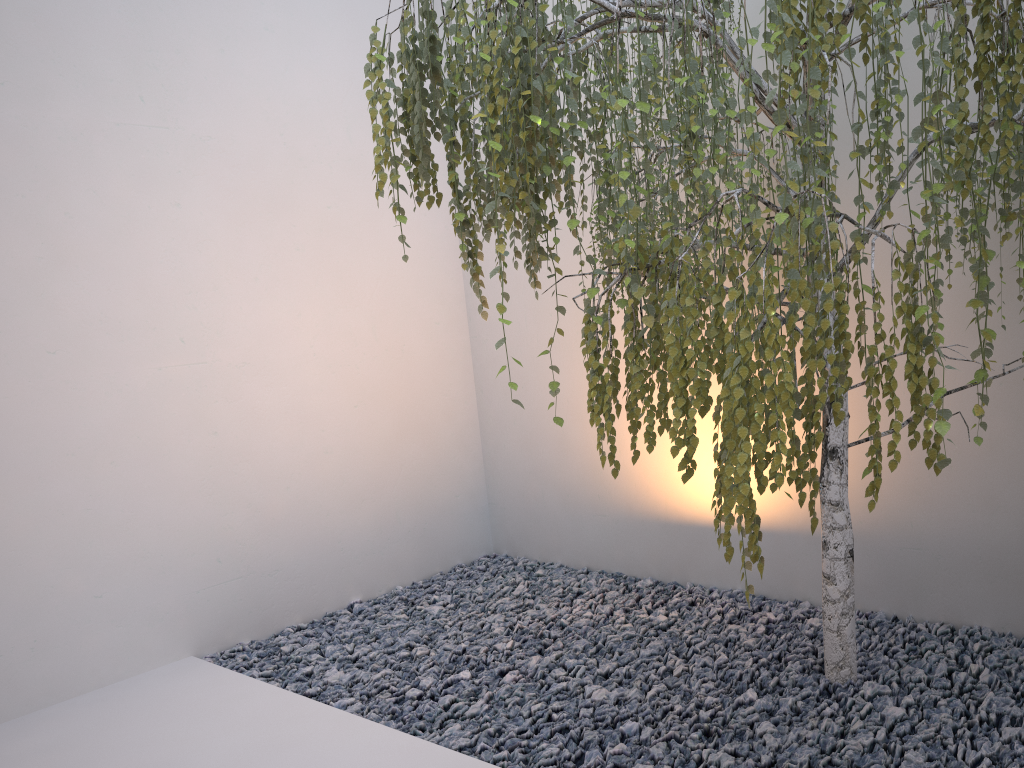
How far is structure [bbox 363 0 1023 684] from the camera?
1.4 meters

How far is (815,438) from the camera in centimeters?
142cm

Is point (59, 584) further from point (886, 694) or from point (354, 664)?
point (886, 694)

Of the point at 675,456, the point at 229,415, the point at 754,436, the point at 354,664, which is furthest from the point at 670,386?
the point at 229,415

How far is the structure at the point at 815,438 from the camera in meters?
1.4 m
